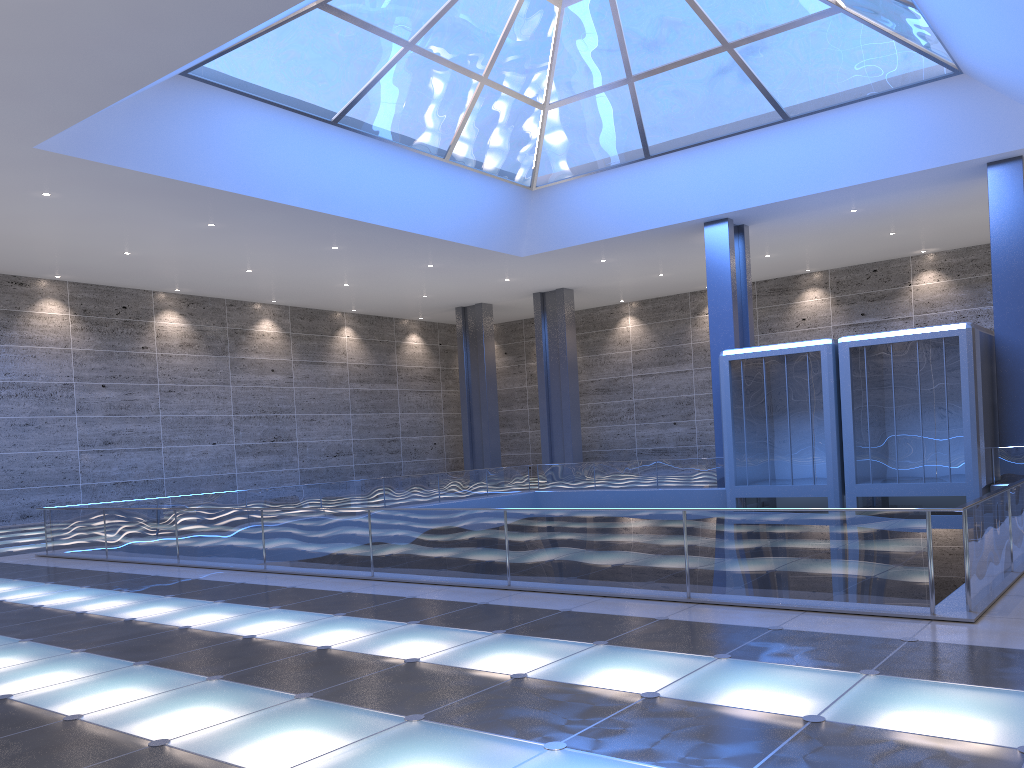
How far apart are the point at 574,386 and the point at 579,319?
8.2 meters
